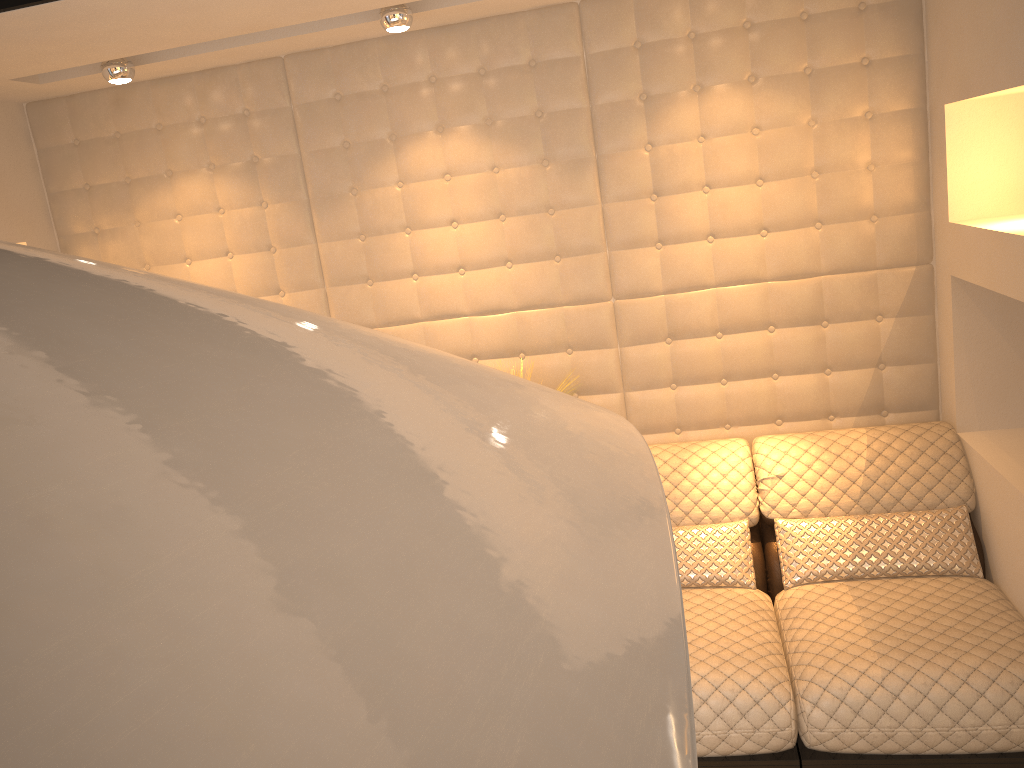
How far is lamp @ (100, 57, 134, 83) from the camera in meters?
2.9

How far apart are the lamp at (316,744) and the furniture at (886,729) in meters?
2.0

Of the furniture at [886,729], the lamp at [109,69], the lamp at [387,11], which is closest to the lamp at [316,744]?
the furniture at [886,729]

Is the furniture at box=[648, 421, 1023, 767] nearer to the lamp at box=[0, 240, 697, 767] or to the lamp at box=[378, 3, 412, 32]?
the lamp at box=[378, 3, 412, 32]

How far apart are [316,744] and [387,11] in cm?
283

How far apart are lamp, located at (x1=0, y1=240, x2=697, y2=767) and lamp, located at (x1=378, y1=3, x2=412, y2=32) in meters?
2.5

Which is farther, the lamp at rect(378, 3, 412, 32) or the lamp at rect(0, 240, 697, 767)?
the lamp at rect(378, 3, 412, 32)

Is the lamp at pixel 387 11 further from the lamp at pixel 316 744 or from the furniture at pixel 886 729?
the lamp at pixel 316 744

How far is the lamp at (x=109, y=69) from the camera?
2.9 meters

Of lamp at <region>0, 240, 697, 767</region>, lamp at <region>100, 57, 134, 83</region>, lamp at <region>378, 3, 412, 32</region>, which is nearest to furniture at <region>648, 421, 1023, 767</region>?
lamp at <region>378, 3, 412, 32</region>
